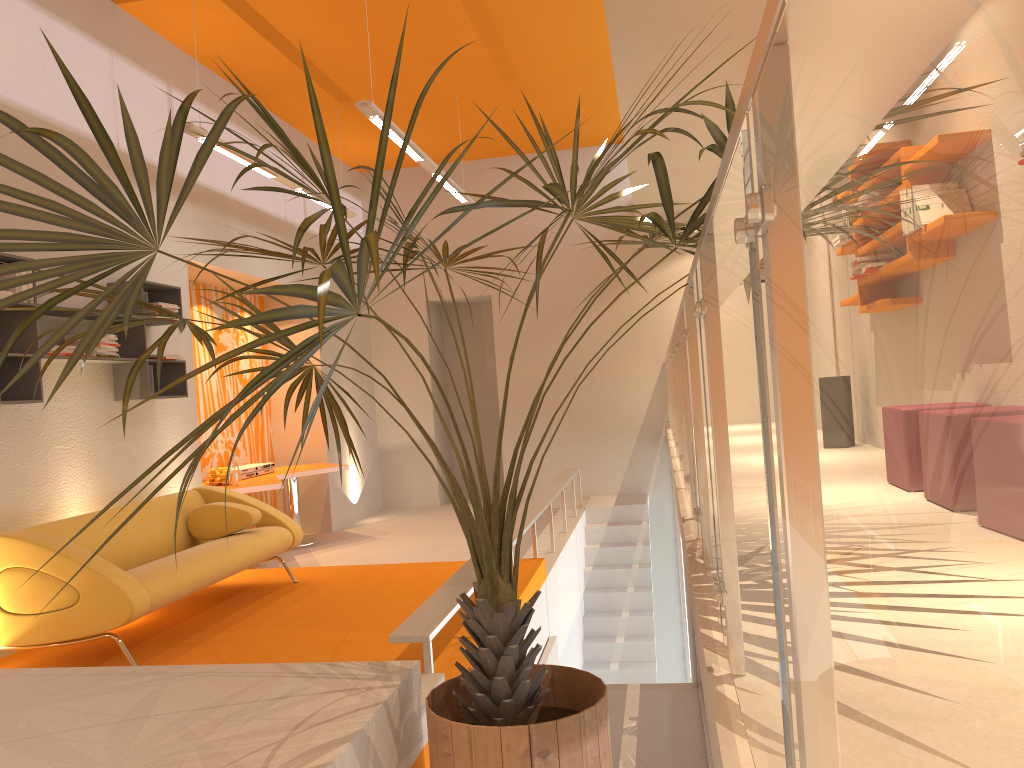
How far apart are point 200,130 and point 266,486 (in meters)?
2.88

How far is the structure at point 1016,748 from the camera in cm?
24

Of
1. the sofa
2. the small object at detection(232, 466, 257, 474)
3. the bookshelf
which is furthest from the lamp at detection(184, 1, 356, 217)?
the small object at detection(232, 466, 257, 474)

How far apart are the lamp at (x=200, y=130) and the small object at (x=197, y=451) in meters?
2.8 m

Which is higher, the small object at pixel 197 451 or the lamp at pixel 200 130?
the lamp at pixel 200 130

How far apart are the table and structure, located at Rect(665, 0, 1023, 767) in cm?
333

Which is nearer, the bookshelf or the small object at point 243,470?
the bookshelf

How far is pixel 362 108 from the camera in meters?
5.7

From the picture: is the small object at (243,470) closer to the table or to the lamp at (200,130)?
the table

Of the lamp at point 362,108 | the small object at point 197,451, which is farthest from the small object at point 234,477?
the small object at point 197,451
